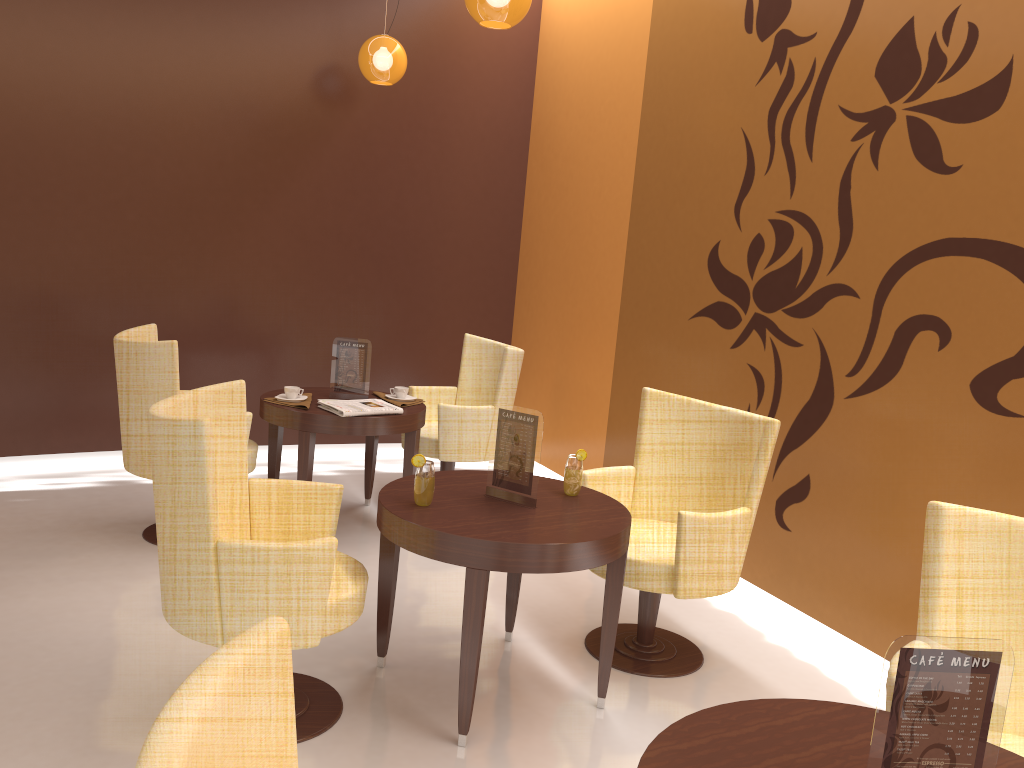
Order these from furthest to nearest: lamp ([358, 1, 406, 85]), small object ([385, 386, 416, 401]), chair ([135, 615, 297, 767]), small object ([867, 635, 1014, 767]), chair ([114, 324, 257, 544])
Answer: lamp ([358, 1, 406, 85]) → small object ([385, 386, 416, 401]) → chair ([114, 324, 257, 544]) → small object ([867, 635, 1014, 767]) → chair ([135, 615, 297, 767])

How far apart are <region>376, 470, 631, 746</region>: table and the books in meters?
1.1 m

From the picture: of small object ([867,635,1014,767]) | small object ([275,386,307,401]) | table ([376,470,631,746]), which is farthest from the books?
small object ([867,635,1014,767])

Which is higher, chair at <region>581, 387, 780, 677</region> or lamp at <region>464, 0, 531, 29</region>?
lamp at <region>464, 0, 531, 29</region>

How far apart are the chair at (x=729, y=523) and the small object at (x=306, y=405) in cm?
157

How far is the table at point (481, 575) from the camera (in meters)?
2.66

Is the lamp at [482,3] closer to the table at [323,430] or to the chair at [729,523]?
the chair at [729,523]

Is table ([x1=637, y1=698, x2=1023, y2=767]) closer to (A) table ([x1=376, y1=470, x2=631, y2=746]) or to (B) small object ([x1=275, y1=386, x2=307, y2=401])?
(A) table ([x1=376, y1=470, x2=631, y2=746])

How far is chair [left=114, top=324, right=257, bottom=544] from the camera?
3.9 meters

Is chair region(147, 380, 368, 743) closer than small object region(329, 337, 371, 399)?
Yes
